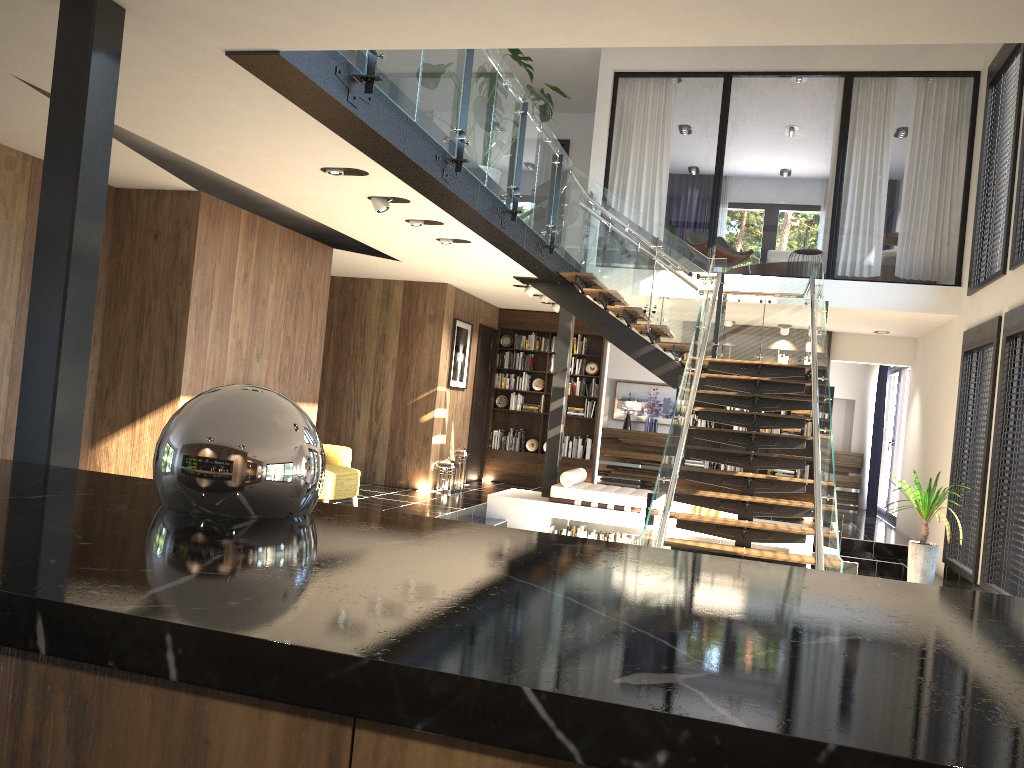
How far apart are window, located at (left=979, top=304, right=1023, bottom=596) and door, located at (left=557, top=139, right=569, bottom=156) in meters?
7.4

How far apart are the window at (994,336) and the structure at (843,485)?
6.1m

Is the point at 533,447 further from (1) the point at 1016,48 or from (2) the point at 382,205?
(1) the point at 1016,48

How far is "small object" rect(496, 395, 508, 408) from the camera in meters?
13.9

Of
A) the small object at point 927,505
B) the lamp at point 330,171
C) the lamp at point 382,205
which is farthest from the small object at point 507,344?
the lamp at point 330,171

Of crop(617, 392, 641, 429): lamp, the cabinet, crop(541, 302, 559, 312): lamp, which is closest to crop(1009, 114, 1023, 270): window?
crop(541, 302, 559, 312): lamp

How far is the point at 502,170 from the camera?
7.2m

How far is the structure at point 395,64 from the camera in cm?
507

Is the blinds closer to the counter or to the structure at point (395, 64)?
the structure at point (395, 64)

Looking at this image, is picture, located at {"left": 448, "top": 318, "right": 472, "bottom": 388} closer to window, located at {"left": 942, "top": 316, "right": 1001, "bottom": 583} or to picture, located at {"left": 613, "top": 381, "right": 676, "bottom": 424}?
picture, located at {"left": 613, "top": 381, "right": 676, "bottom": 424}
